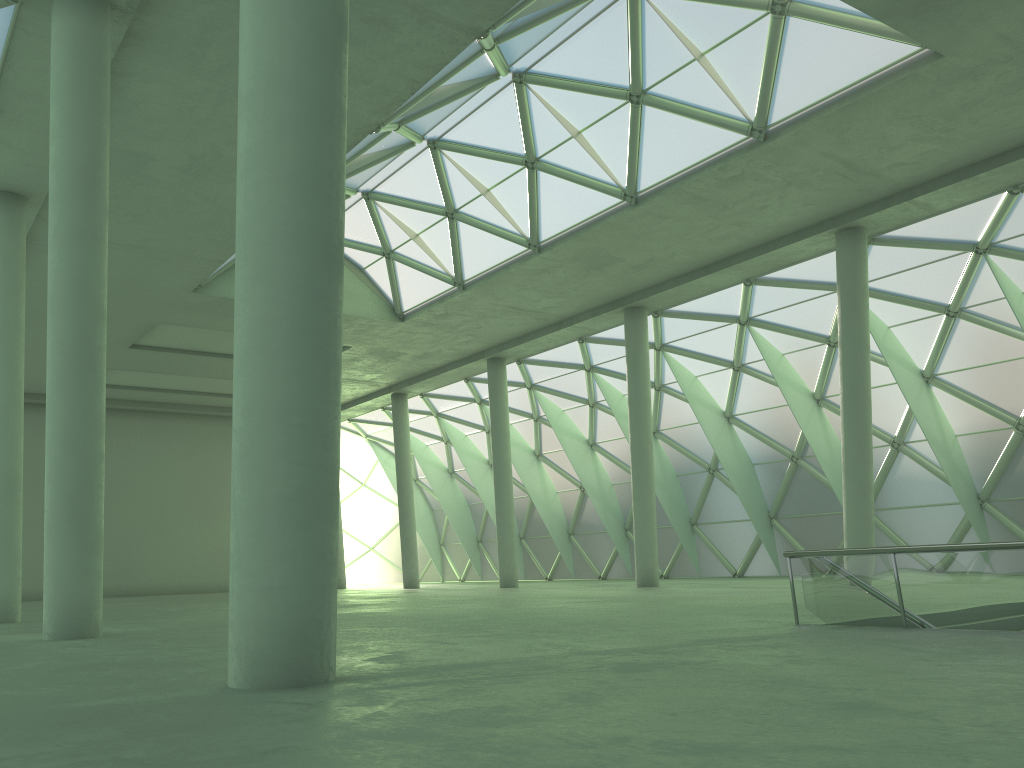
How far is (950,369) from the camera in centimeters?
3705cm
